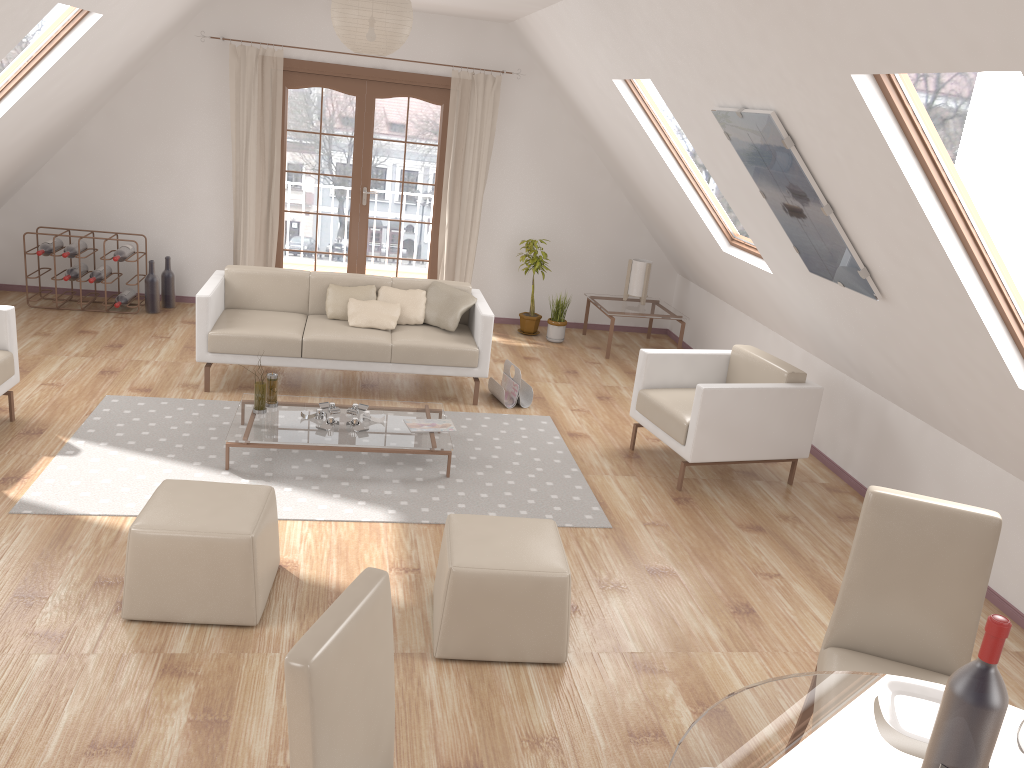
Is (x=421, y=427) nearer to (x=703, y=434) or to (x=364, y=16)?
(x=703, y=434)

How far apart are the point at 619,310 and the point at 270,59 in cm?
353

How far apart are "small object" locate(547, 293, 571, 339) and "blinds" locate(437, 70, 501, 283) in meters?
0.9

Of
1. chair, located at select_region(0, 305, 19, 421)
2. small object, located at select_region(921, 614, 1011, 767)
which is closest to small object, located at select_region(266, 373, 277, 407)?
chair, located at select_region(0, 305, 19, 421)

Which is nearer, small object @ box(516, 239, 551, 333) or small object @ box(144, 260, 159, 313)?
small object @ box(144, 260, 159, 313)

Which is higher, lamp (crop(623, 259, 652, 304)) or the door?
the door

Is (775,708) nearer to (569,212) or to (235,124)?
(569,212)

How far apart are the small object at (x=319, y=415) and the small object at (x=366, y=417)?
0.2 meters

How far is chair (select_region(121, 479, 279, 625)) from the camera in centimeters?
322cm

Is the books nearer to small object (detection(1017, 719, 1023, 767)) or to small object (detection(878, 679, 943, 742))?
small object (detection(878, 679, 943, 742))
